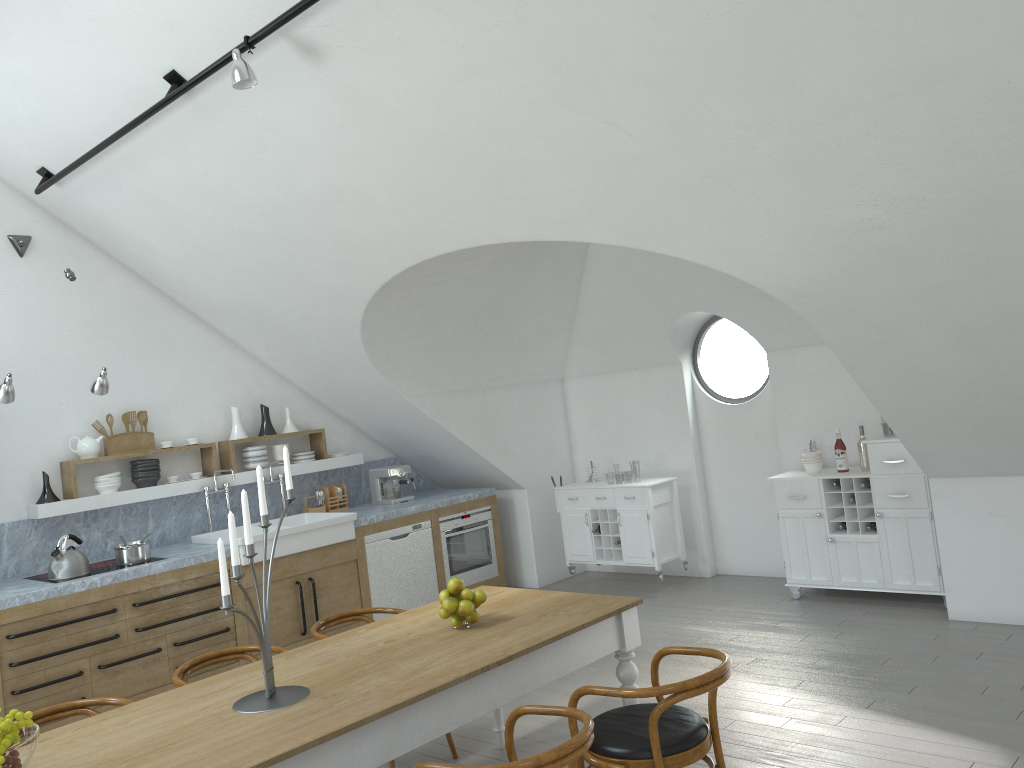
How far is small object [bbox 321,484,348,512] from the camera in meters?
7.7

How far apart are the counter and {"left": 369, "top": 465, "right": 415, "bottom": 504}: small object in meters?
0.1

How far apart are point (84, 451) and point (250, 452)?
1.29m

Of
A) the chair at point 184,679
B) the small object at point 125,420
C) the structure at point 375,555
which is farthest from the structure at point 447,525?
the chair at point 184,679

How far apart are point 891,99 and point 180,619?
5.1 meters

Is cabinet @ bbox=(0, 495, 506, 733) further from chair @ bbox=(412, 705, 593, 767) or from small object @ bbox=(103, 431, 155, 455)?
chair @ bbox=(412, 705, 593, 767)

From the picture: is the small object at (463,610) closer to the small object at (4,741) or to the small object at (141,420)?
the small object at (4,741)

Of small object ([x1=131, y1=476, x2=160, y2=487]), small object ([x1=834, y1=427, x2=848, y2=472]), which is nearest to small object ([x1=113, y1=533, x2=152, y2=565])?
small object ([x1=131, y1=476, x2=160, y2=487])

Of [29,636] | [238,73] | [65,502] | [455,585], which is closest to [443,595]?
[455,585]

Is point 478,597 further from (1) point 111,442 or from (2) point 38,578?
(1) point 111,442
